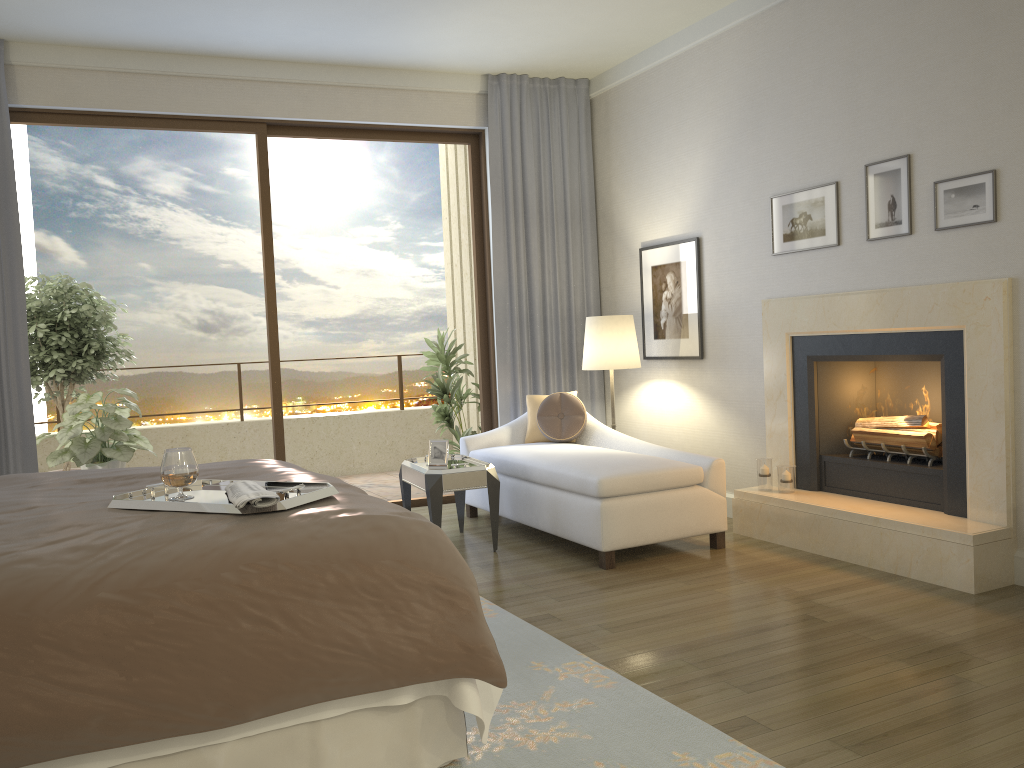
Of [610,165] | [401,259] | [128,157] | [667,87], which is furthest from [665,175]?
[128,157]

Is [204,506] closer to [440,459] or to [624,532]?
[624,532]

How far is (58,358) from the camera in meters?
6.8

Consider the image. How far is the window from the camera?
5.66m

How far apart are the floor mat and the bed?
0.03m

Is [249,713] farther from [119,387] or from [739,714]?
[119,387]

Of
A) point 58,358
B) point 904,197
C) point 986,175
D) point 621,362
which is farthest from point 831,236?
point 58,358

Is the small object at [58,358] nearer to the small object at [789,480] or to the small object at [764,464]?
the small object at [764,464]

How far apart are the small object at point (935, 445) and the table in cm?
194

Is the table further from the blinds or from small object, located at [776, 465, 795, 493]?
small object, located at [776, 465, 795, 493]
